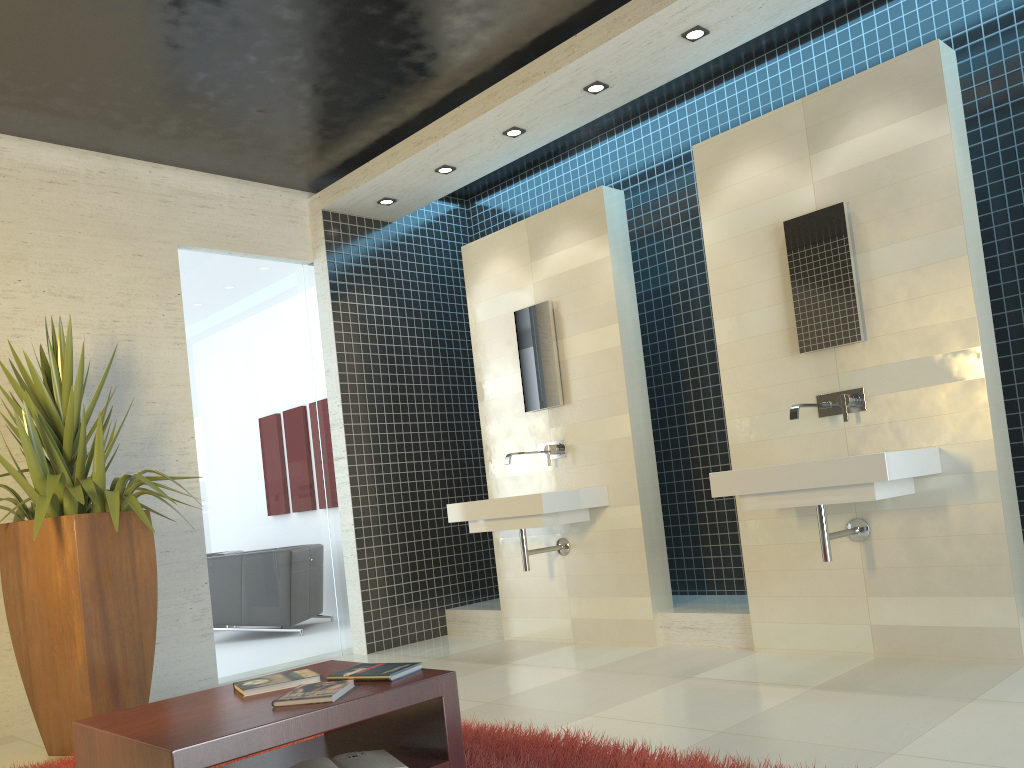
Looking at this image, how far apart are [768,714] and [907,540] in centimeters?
122cm

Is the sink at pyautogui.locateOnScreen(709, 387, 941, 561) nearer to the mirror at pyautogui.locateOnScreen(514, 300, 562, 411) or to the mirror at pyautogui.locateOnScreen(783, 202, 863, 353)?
the mirror at pyautogui.locateOnScreen(783, 202, 863, 353)

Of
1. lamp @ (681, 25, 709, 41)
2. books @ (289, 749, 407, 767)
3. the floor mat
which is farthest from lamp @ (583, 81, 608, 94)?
books @ (289, 749, 407, 767)

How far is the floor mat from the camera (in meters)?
2.78

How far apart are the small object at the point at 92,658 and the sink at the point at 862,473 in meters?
2.6

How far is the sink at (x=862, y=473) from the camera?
3.6m

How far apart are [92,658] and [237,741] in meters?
2.3 m

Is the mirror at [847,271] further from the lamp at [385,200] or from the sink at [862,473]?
the lamp at [385,200]

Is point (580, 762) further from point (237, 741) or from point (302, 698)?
point (237, 741)

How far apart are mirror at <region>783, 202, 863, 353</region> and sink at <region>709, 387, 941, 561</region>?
0.2 meters
